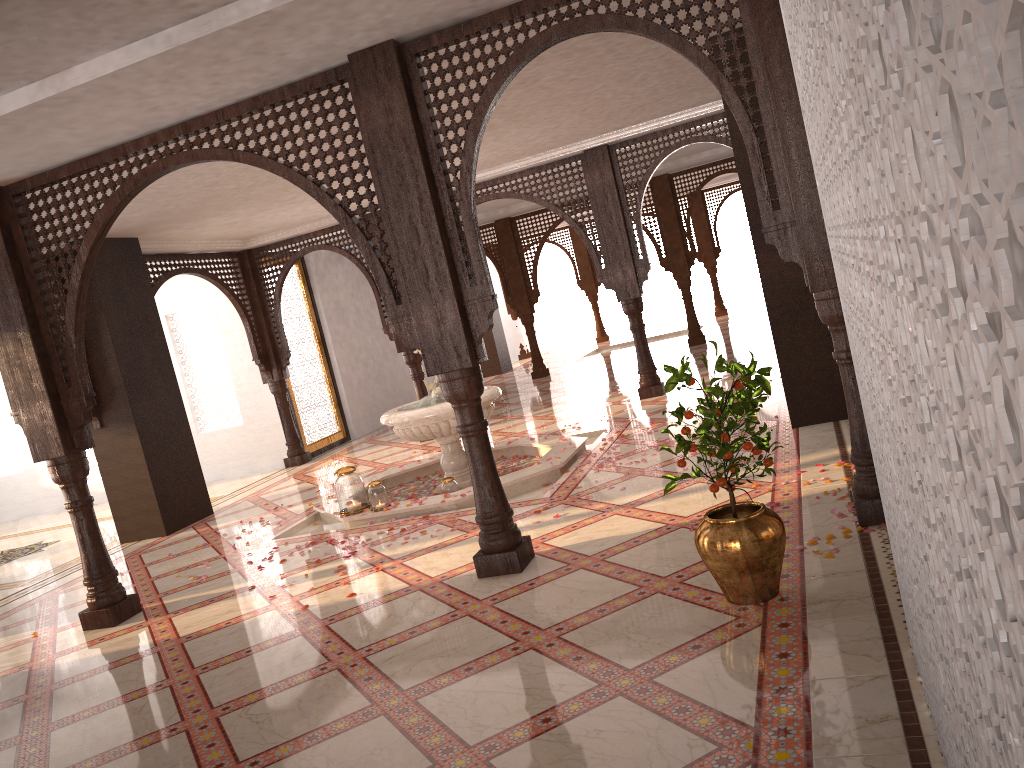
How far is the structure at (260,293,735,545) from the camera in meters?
6.8 m

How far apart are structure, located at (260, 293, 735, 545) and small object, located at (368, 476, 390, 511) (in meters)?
0.05

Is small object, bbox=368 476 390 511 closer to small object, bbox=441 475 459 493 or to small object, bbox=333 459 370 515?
small object, bbox=333 459 370 515

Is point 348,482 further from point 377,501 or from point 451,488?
point 451,488

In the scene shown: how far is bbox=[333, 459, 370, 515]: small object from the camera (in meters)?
6.93

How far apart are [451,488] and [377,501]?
0.6 meters

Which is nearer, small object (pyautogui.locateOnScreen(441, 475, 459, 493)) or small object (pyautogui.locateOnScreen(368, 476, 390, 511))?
small object (pyautogui.locateOnScreen(368, 476, 390, 511))

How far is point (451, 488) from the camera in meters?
7.0

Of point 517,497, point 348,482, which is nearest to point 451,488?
point 517,497

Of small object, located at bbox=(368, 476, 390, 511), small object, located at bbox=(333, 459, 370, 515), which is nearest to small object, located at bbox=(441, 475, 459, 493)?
small object, located at bbox=(368, 476, 390, 511)
